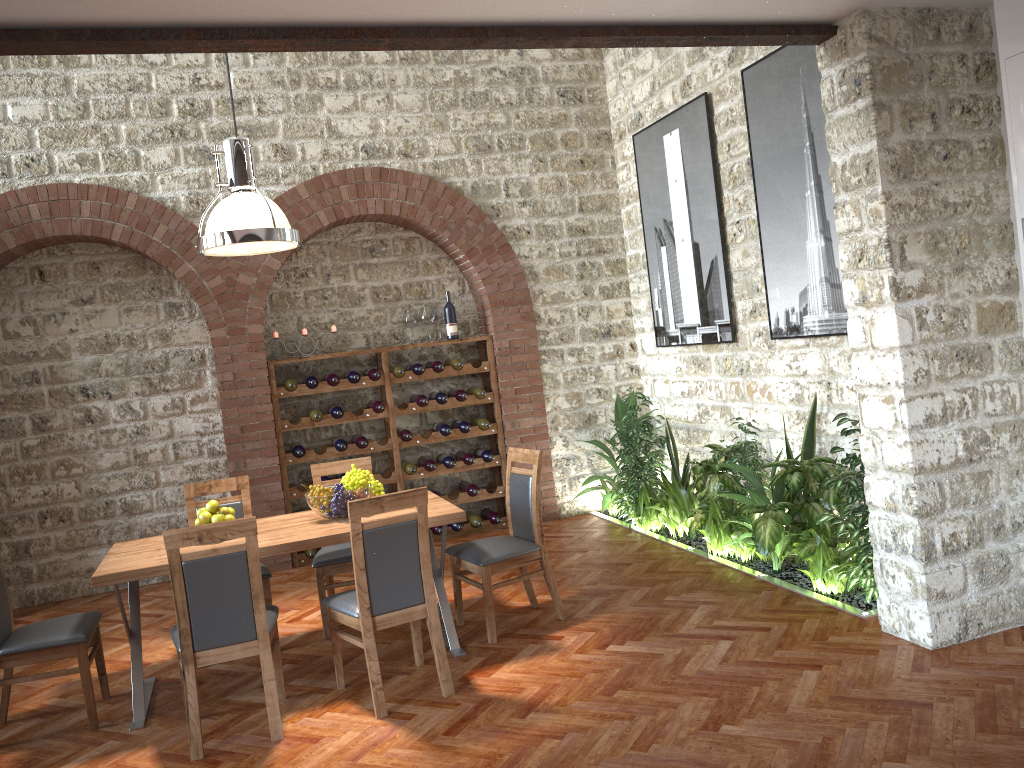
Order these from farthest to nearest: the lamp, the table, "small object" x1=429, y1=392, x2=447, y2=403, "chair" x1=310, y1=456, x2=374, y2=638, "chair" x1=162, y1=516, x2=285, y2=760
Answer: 1. "small object" x1=429, y1=392, x2=447, y2=403
2. "chair" x1=310, y1=456, x2=374, y2=638
3. the lamp
4. the table
5. "chair" x1=162, y1=516, x2=285, y2=760

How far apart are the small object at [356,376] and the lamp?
2.47m

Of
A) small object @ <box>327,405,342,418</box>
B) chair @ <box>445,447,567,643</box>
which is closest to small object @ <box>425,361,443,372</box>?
small object @ <box>327,405,342,418</box>

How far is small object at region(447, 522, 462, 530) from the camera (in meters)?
7.61

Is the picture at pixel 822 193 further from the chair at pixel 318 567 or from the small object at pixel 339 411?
the small object at pixel 339 411

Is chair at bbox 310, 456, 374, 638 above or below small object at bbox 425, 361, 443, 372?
below

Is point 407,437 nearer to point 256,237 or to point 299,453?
→ point 299,453

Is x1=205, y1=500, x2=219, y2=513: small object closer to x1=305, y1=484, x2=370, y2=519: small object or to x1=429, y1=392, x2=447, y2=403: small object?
x1=305, y1=484, x2=370, y2=519: small object

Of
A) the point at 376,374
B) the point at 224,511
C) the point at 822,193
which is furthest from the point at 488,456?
the point at 822,193

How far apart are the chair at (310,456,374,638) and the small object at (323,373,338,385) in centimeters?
163cm
